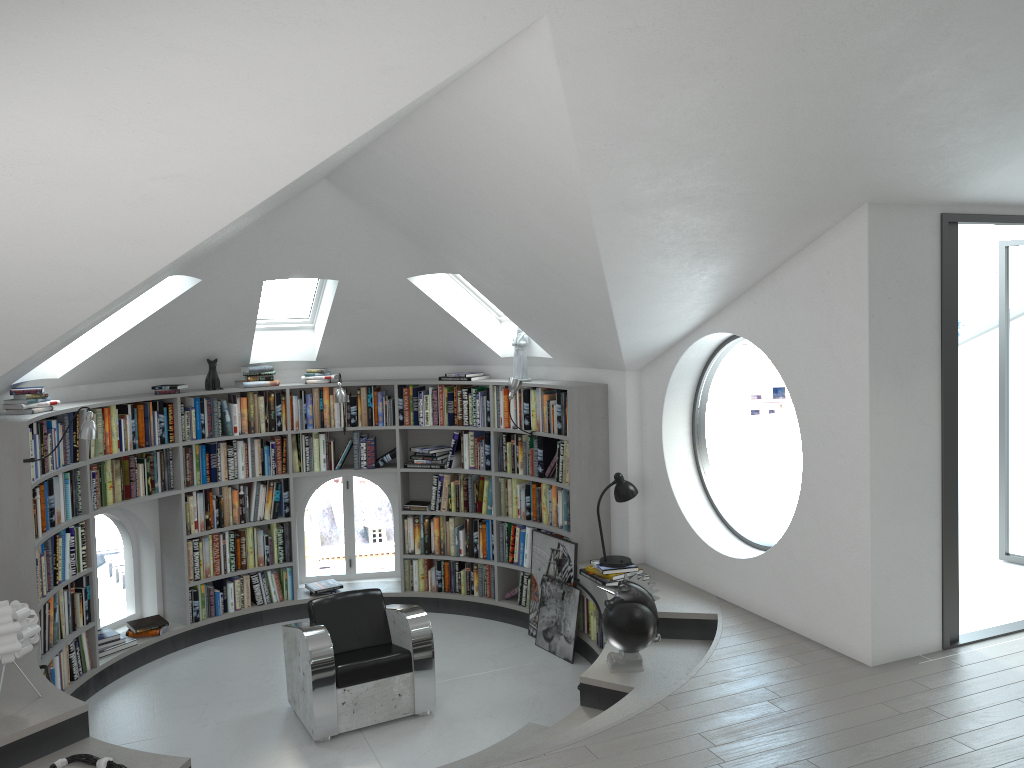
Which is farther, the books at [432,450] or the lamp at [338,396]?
the books at [432,450]

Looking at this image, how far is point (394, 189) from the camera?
5.3 meters

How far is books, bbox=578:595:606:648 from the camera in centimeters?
649cm

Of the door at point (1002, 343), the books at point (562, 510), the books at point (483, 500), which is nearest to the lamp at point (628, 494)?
A: the books at point (562, 510)

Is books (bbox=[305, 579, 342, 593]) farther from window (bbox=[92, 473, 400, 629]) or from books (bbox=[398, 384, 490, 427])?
books (bbox=[398, 384, 490, 427])

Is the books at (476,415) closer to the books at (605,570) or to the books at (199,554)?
the books at (199,554)

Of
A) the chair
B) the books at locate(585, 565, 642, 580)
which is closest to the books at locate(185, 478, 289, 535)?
the chair

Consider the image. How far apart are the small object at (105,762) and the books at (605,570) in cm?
332

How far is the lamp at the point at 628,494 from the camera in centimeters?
636cm

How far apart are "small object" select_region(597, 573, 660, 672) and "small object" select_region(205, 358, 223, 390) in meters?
3.9
